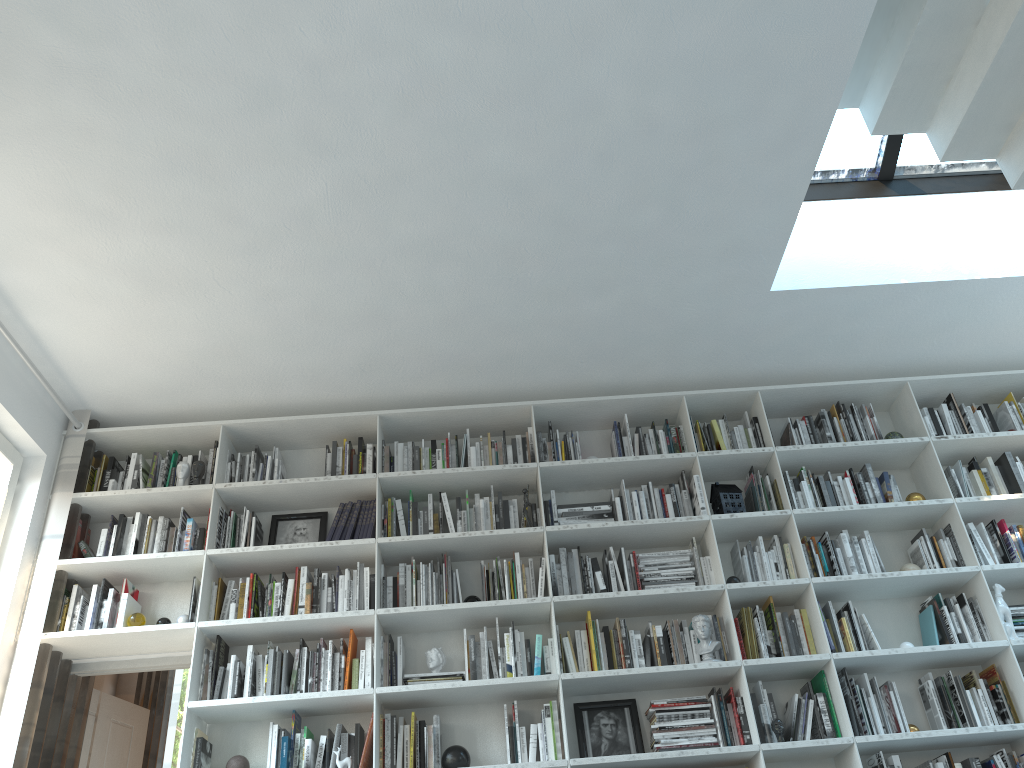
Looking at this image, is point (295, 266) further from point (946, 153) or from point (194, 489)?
point (946, 153)

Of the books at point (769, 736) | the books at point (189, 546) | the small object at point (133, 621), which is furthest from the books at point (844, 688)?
the small object at point (133, 621)

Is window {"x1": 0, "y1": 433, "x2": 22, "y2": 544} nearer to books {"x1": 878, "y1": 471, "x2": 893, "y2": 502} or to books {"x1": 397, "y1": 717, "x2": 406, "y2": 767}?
books {"x1": 397, "y1": 717, "x2": 406, "y2": 767}

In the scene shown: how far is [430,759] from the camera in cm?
393

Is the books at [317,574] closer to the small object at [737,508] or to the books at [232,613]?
the books at [232,613]

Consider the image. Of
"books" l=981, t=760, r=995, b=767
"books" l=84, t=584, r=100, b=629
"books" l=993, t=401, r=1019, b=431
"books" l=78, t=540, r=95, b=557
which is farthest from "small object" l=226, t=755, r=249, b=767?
"books" l=993, t=401, r=1019, b=431

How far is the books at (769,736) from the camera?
4.0m

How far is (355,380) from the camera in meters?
4.7 m

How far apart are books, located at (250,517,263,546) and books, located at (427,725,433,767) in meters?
1.3 m

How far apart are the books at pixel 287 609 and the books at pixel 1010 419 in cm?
398
